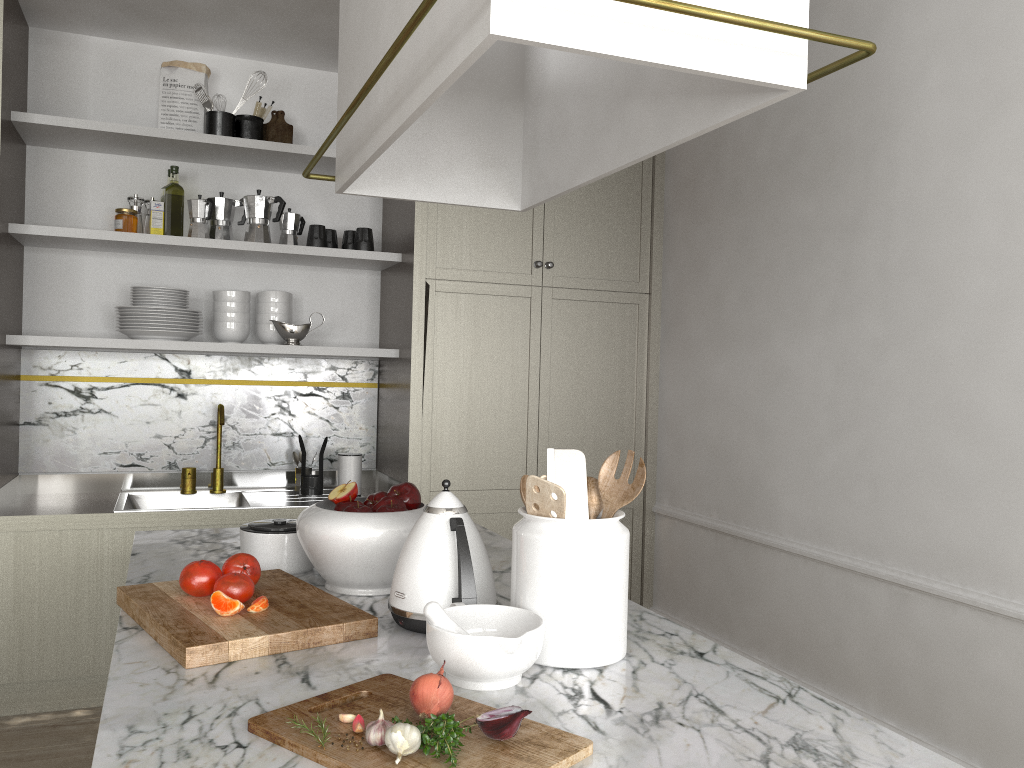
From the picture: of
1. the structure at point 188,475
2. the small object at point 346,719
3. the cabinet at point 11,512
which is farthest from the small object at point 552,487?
the structure at point 188,475

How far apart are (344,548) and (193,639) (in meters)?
0.37

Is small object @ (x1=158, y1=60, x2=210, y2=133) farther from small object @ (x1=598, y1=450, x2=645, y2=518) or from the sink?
small object @ (x1=598, y1=450, x2=645, y2=518)

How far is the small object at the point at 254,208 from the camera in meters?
3.3 m

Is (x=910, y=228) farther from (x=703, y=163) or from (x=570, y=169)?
(x=570, y=169)

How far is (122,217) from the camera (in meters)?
3.19

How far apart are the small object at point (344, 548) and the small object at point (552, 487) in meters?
0.4 m

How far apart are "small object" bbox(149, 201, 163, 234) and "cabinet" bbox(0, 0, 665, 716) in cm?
44

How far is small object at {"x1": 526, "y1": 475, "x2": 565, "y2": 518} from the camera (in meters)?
1.24

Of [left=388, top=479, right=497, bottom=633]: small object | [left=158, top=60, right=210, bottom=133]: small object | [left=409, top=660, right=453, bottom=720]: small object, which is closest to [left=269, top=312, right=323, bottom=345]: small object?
[left=158, top=60, right=210, bottom=133]: small object
